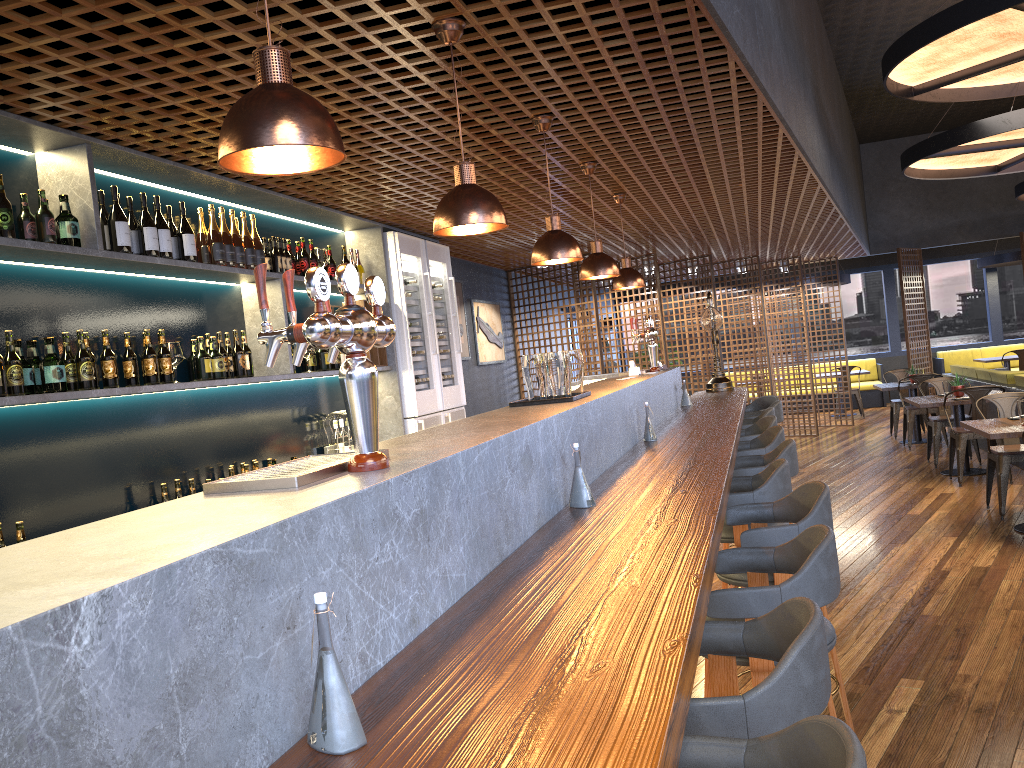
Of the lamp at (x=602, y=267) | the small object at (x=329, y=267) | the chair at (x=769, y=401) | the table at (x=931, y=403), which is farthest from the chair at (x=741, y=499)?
the table at (x=931, y=403)

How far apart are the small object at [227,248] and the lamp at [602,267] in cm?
196

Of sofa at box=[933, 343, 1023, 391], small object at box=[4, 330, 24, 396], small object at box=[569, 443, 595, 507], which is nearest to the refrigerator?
small object at box=[4, 330, 24, 396]

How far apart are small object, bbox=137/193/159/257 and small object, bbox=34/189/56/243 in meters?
0.6 m

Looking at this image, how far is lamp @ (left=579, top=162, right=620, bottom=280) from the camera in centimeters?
515cm

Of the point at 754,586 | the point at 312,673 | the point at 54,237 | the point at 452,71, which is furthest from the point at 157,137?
the point at 312,673

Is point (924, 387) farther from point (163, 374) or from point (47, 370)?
point (47, 370)

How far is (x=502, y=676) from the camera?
1.38m

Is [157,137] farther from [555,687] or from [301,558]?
[555,687]

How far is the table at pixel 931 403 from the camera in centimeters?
853cm
